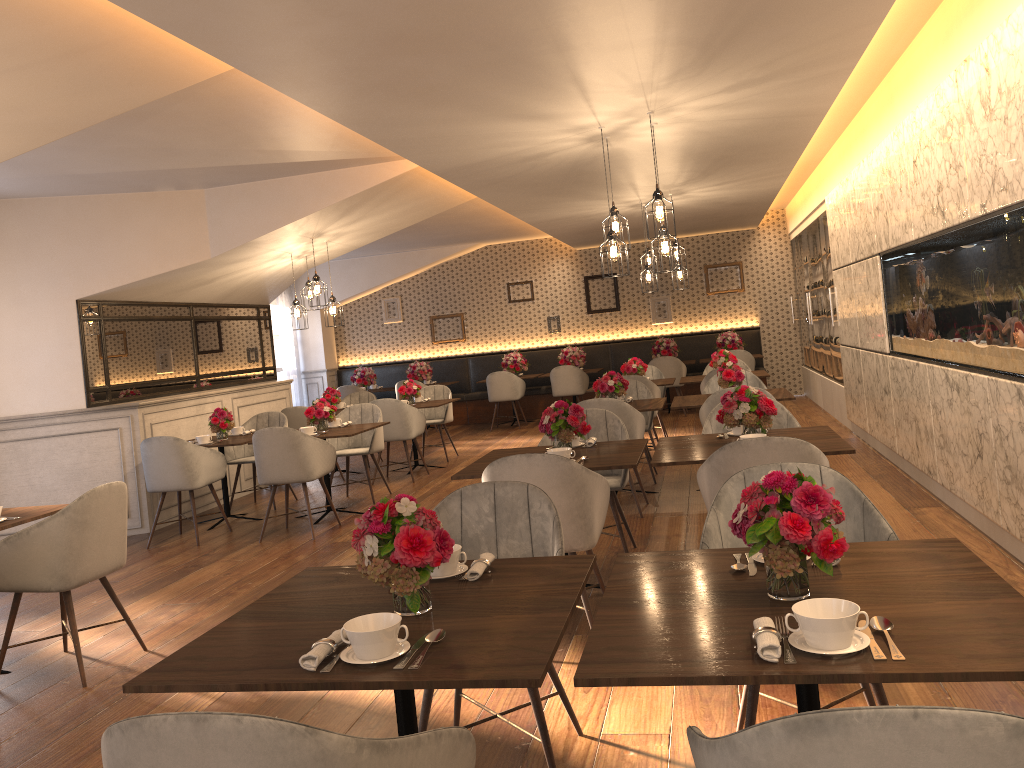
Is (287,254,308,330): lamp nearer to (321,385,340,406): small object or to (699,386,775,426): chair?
(321,385,340,406): small object

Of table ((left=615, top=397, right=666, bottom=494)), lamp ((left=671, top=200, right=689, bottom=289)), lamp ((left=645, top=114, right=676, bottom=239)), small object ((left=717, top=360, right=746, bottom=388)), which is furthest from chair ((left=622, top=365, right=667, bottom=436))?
lamp ((left=645, top=114, right=676, bottom=239))

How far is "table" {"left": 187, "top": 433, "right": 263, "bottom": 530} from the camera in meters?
7.3

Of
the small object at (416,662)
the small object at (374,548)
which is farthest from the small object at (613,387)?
the small object at (416,662)

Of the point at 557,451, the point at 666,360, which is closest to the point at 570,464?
the point at 557,451

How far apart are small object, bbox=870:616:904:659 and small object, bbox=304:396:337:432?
6.1m

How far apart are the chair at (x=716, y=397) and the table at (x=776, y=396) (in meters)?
0.31

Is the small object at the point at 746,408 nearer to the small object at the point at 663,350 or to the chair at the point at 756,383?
the chair at the point at 756,383

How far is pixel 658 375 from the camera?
10.34m

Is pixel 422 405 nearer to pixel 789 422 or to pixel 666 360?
pixel 666 360
